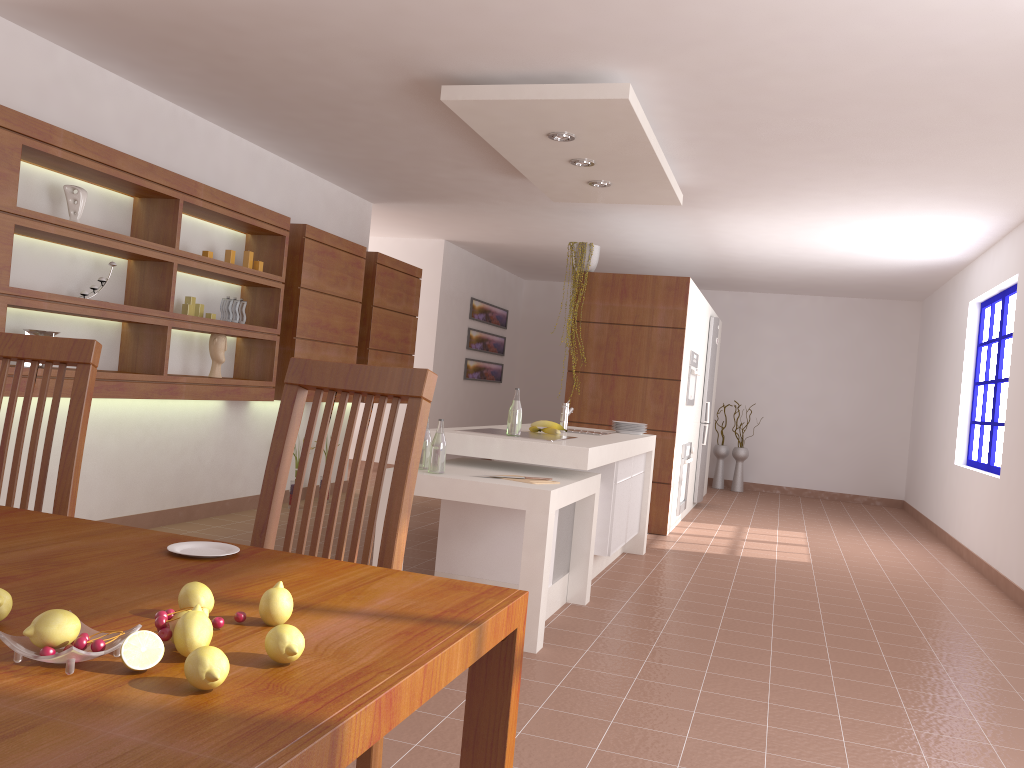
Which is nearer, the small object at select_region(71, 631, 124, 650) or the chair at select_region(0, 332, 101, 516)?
the small object at select_region(71, 631, 124, 650)

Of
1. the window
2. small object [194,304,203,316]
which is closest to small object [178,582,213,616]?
small object [194,304,203,316]

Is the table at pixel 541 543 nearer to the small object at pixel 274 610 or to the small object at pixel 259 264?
the small object at pixel 259 264

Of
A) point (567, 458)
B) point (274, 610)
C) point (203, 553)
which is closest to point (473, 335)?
point (567, 458)

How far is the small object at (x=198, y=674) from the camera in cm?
80

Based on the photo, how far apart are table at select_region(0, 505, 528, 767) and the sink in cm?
377

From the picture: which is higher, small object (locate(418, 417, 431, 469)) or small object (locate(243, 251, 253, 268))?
small object (locate(243, 251, 253, 268))

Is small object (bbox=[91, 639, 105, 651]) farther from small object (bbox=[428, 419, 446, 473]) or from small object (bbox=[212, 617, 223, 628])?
small object (bbox=[428, 419, 446, 473])

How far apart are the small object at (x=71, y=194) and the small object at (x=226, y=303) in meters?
1.3 m

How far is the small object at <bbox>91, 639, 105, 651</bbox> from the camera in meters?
0.8
